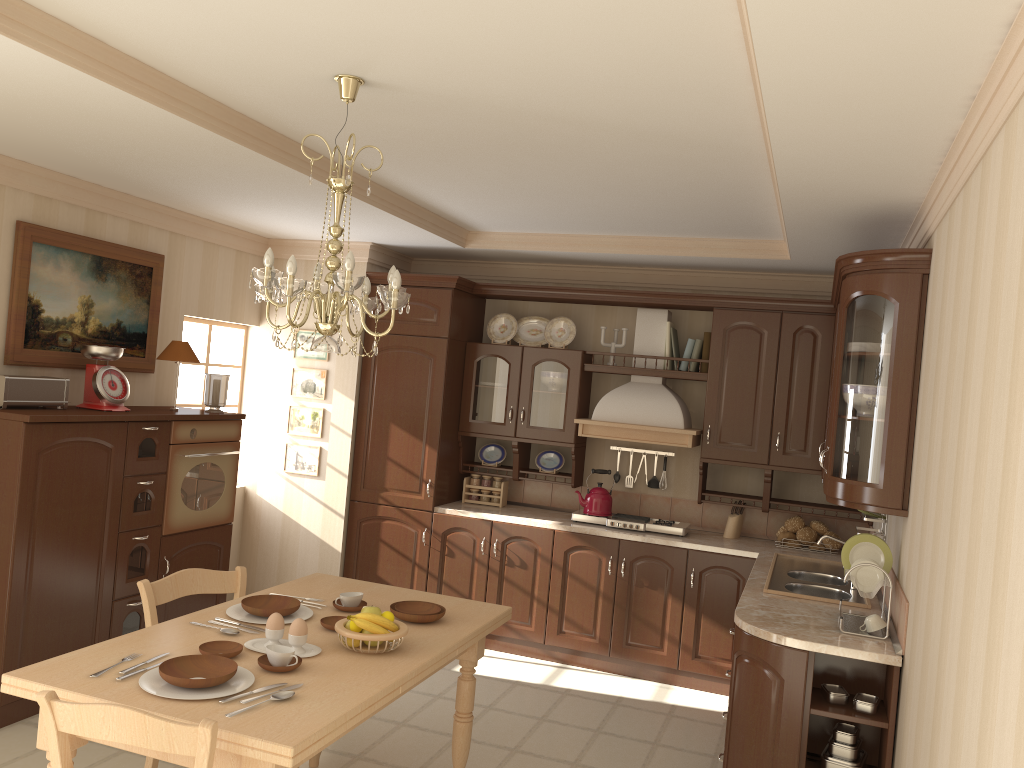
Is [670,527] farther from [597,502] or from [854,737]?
[854,737]

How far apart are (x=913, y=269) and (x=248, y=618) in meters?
2.8 m

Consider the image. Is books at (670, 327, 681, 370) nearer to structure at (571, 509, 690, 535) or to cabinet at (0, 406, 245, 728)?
structure at (571, 509, 690, 535)

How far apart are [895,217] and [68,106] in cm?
324

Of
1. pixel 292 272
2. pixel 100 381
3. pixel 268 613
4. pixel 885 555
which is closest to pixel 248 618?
pixel 268 613

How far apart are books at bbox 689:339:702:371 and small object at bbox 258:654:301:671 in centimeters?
356cm

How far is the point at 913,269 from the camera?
3.40m

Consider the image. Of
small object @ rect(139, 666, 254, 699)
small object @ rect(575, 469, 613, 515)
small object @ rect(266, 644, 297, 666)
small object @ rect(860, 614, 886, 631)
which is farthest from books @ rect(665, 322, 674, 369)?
small object @ rect(139, 666, 254, 699)

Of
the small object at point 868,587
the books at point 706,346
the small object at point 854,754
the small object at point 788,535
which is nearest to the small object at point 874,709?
the small object at point 854,754

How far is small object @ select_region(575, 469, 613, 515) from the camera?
5.5 meters
